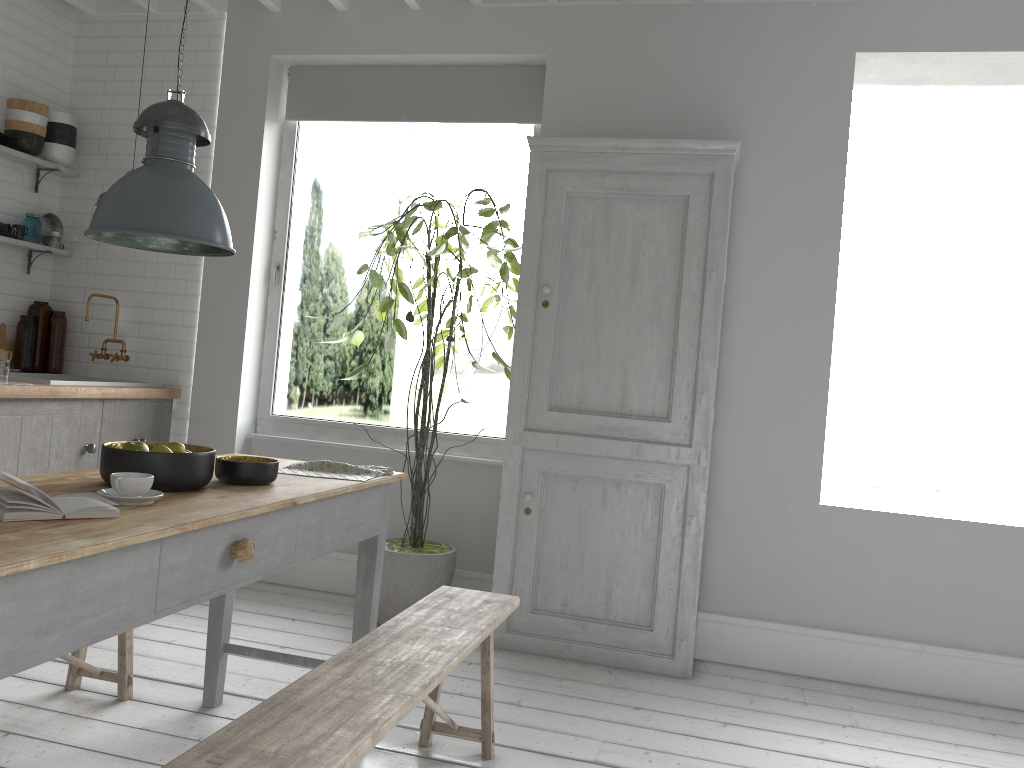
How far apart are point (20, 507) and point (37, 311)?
4.83m

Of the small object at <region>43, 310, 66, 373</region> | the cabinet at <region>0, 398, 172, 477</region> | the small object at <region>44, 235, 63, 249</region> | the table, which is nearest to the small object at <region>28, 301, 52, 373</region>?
the small object at <region>43, 310, 66, 373</region>

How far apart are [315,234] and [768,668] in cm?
2146

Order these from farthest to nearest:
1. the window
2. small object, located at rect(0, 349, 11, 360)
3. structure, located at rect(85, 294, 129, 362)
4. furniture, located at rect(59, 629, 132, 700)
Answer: the window, structure, located at rect(85, 294, 129, 362), small object, located at rect(0, 349, 11, 360), furniture, located at rect(59, 629, 132, 700)

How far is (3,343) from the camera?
6.24m

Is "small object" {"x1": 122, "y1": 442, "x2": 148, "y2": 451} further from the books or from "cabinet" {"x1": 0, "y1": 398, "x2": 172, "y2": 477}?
"cabinet" {"x1": 0, "y1": 398, "x2": 172, "y2": 477}

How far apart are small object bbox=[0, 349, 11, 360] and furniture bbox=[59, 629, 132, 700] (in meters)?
2.88

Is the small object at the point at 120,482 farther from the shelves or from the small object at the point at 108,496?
the shelves

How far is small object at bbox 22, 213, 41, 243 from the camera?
6.2m

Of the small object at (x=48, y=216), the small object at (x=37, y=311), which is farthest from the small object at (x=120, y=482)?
the small object at (x=48, y=216)
